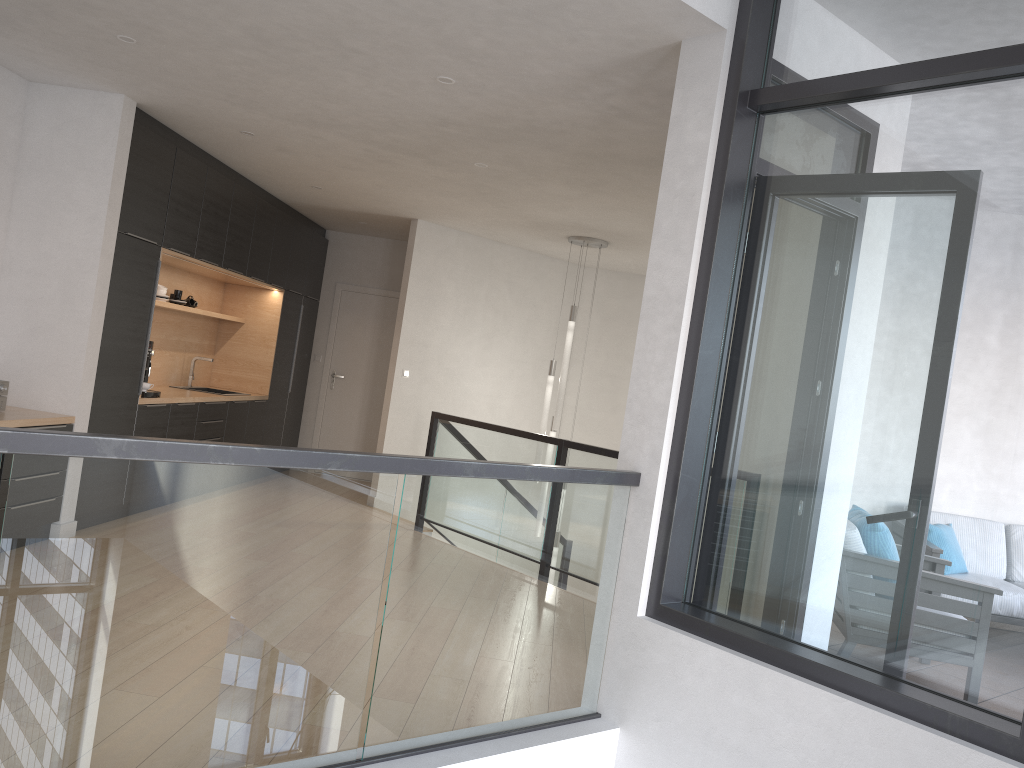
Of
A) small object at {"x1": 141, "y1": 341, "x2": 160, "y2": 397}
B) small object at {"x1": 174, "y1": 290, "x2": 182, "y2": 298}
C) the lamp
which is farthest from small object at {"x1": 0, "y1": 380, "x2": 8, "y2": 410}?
the lamp

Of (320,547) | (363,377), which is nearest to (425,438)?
(363,377)

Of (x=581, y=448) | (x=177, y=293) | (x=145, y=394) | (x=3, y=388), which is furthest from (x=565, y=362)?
(x=3, y=388)

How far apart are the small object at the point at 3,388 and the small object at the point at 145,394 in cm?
124

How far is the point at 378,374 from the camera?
9.8m

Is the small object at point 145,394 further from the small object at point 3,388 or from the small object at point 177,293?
the small object at point 177,293

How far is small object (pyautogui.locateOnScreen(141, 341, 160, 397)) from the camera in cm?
620

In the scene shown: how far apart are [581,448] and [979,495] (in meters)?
3.66

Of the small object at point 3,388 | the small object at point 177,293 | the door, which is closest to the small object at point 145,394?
the small object at point 3,388

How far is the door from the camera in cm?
983
